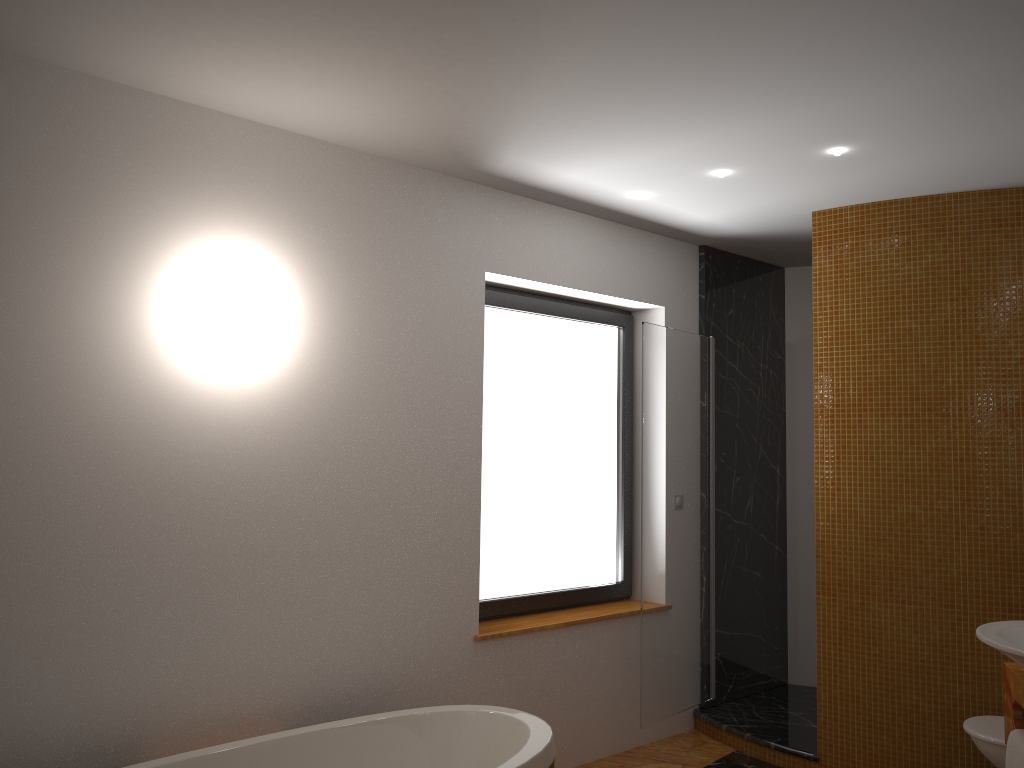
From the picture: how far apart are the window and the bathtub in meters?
0.8

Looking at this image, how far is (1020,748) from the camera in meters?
2.4 m

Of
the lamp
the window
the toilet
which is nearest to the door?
the window

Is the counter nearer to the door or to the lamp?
the door

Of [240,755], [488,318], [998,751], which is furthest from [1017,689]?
[488,318]

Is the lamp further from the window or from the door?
the window

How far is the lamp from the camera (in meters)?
3.22

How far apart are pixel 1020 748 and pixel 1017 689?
0.2 meters

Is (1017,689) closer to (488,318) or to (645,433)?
(645,433)

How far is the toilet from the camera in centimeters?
312cm
